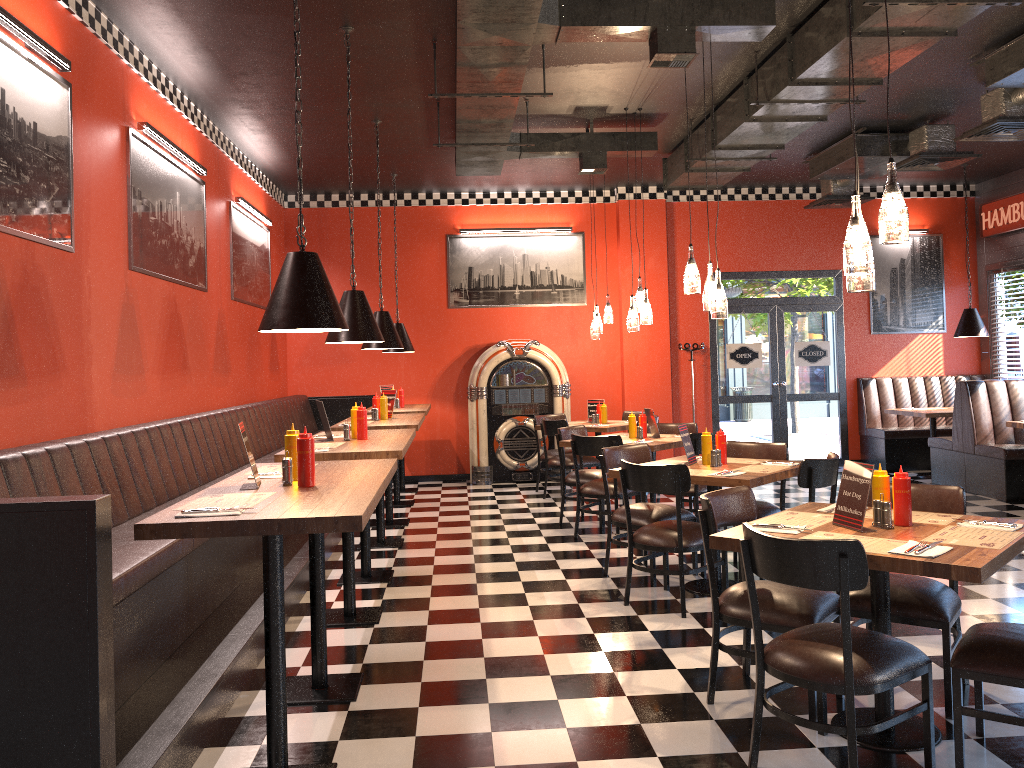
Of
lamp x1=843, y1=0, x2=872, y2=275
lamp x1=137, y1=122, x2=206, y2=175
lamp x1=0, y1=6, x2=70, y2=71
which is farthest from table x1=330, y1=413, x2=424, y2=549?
lamp x1=843, y1=0, x2=872, y2=275

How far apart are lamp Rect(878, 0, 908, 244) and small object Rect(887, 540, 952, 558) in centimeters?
111cm

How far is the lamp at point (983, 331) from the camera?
10.3 meters

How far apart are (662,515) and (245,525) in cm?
359

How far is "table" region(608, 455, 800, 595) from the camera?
5.03m

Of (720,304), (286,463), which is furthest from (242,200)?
(286,463)

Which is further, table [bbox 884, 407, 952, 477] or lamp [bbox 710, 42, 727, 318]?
table [bbox 884, 407, 952, 477]

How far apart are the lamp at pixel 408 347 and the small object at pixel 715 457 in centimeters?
509cm

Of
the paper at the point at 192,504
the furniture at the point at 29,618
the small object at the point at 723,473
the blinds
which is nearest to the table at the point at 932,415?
the blinds

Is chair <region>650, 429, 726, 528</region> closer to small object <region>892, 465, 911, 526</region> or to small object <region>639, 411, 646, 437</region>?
small object <region>639, 411, 646, 437</region>
